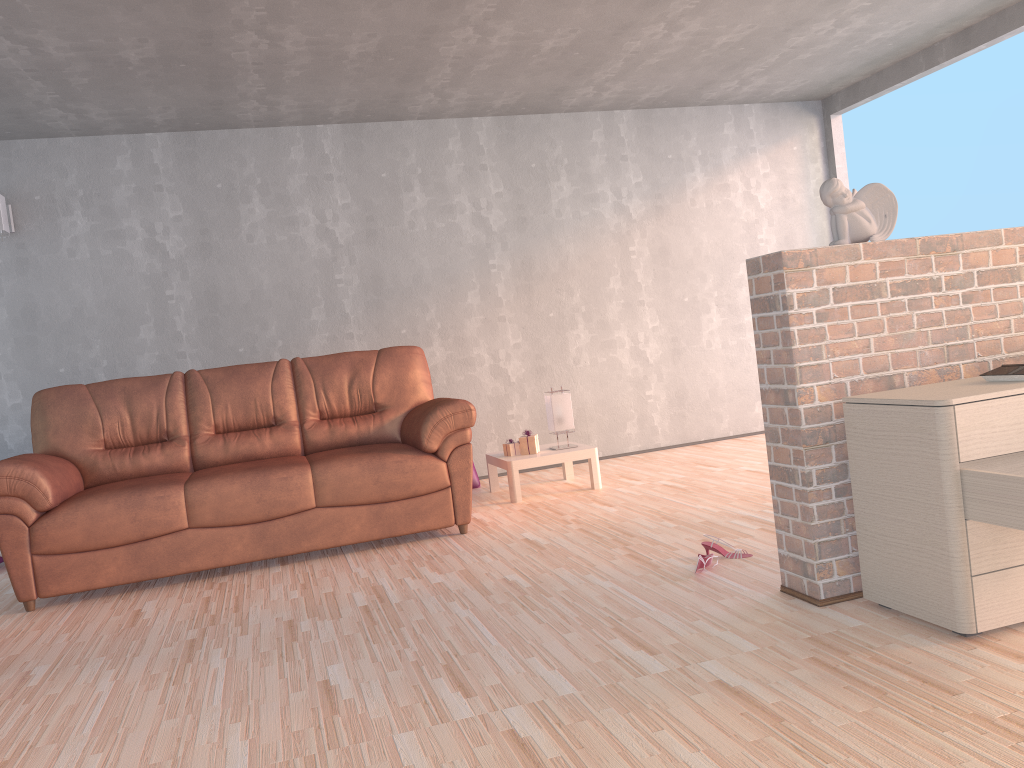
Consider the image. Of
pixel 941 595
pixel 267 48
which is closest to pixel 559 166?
pixel 267 48

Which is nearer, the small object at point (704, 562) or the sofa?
the small object at point (704, 562)

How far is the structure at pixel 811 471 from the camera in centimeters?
262cm

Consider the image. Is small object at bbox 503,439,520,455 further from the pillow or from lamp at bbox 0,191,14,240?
lamp at bbox 0,191,14,240

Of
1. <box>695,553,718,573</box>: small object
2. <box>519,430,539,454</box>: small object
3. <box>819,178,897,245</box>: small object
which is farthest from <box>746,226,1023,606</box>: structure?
<box>519,430,539,454</box>: small object

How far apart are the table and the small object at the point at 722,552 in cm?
180

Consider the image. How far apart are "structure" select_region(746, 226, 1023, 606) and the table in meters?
2.3

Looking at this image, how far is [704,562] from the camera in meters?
3.1

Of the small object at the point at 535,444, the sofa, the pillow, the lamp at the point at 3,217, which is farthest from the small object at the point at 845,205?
the lamp at the point at 3,217

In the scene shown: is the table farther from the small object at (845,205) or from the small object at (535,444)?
the small object at (845,205)
